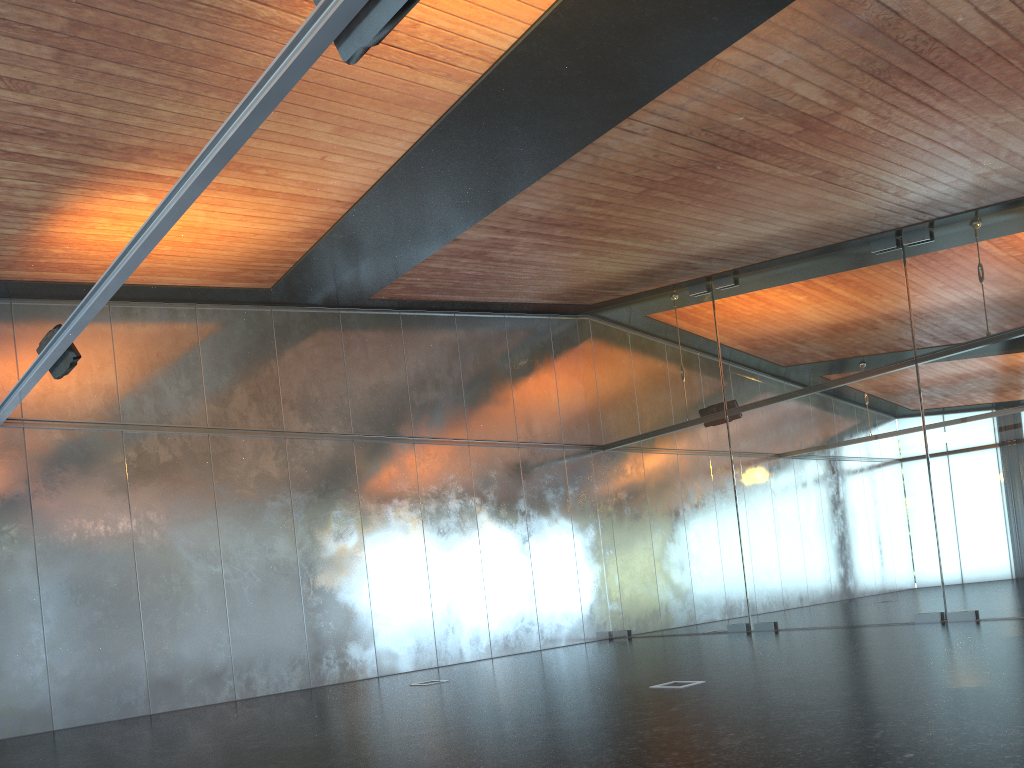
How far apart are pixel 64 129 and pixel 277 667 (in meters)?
8.09
